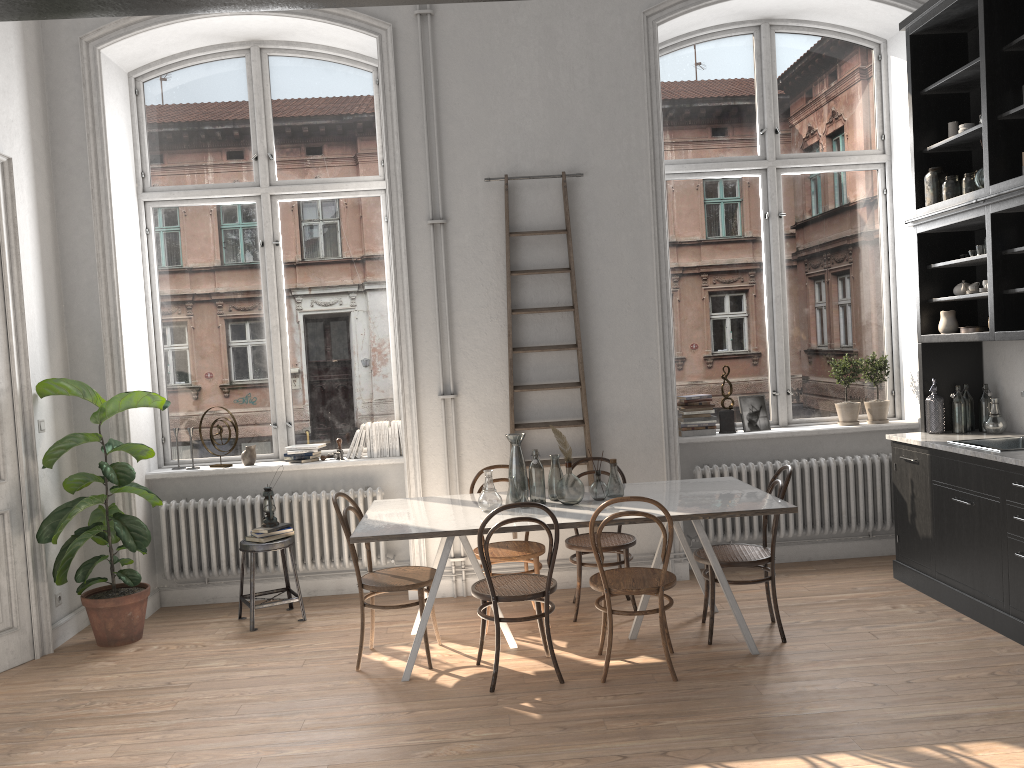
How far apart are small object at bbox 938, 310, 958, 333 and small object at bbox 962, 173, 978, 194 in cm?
75

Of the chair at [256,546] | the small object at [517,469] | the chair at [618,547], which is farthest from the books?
the chair at [256,546]

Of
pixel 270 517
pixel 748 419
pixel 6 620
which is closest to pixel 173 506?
pixel 270 517

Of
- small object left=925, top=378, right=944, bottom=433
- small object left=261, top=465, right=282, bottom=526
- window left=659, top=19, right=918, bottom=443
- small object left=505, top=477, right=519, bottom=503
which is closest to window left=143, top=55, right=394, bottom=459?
small object left=261, top=465, right=282, bottom=526

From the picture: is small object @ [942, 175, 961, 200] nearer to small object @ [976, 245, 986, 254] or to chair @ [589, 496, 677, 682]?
small object @ [976, 245, 986, 254]

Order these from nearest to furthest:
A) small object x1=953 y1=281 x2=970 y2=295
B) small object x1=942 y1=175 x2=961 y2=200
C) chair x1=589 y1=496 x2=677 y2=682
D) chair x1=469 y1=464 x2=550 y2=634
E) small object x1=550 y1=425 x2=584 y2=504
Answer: chair x1=589 y1=496 x2=677 y2=682 < small object x1=550 y1=425 x2=584 y2=504 < chair x1=469 y1=464 x2=550 y2=634 < small object x1=942 y1=175 x2=961 y2=200 < small object x1=953 y1=281 x2=970 y2=295

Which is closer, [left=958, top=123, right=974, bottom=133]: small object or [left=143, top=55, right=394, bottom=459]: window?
[left=958, top=123, right=974, bottom=133]: small object

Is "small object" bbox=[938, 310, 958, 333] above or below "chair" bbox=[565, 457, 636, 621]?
above

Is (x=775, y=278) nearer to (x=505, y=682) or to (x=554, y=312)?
(x=554, y=312)

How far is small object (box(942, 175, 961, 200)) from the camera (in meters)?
5.37
